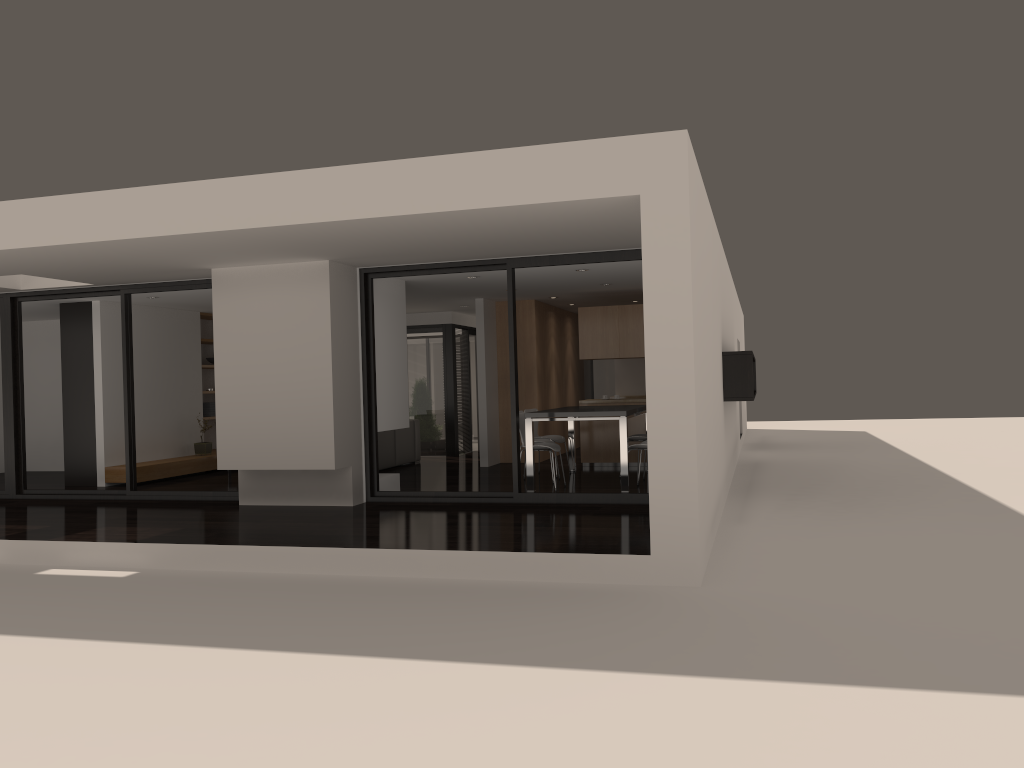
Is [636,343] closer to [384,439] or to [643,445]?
[643,445]

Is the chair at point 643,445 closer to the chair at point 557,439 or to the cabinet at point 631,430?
the chair at point 557,439

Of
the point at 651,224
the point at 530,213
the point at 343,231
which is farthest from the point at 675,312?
the point at 343,231

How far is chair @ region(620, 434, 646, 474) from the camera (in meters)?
10.72

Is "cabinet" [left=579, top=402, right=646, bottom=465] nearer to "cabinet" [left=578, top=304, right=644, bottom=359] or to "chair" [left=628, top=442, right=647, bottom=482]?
"cabinet" [left=578, top=304, right=644, bottom=359]

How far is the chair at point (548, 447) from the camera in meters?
9.7

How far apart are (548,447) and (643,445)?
1.0 meters

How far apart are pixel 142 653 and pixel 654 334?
3.6 meters

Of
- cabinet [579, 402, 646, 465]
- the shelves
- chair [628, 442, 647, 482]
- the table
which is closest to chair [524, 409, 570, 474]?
the table

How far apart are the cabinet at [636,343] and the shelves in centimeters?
555cm
